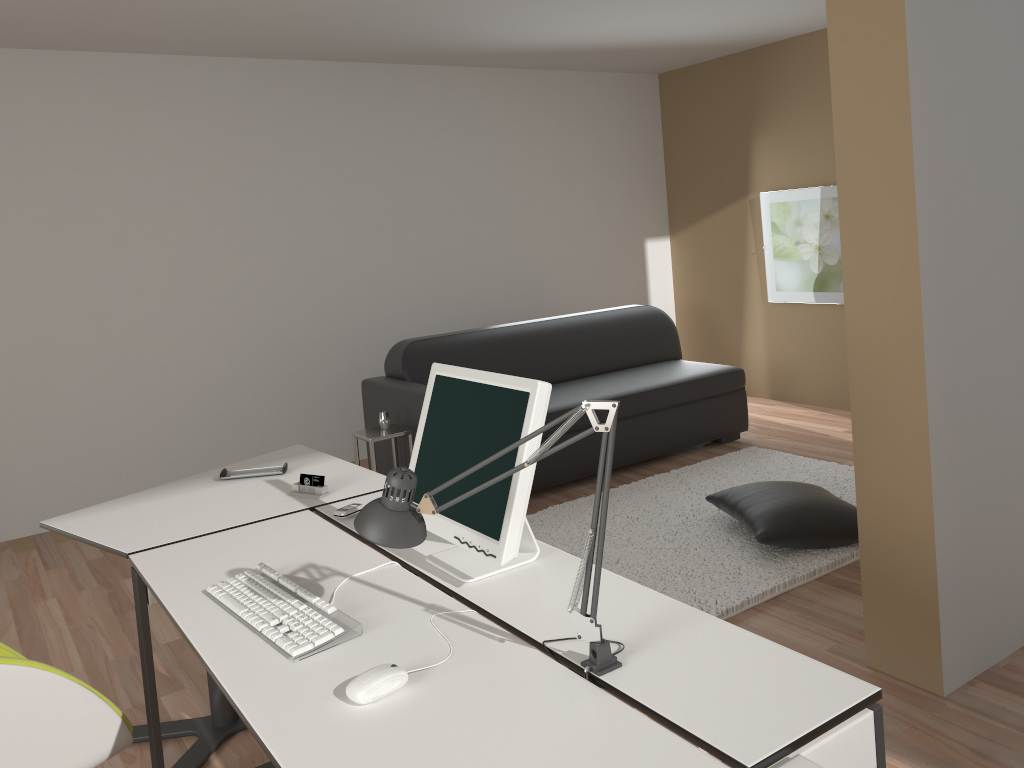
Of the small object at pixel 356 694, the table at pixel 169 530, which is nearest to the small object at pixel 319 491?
the table at pixel 169 530

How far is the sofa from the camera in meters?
4.9

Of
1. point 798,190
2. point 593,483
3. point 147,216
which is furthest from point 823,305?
point 147,216

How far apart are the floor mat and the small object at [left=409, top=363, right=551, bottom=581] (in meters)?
1.41

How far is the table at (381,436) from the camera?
4.44m

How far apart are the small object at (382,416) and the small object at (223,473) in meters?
1.6

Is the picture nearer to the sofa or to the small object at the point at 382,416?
the sofa

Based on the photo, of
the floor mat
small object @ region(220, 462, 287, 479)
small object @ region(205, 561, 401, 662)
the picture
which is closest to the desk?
small object @ region(205, 561, 401, 662)

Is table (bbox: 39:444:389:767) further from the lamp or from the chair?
the lamp

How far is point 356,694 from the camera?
1.49m
